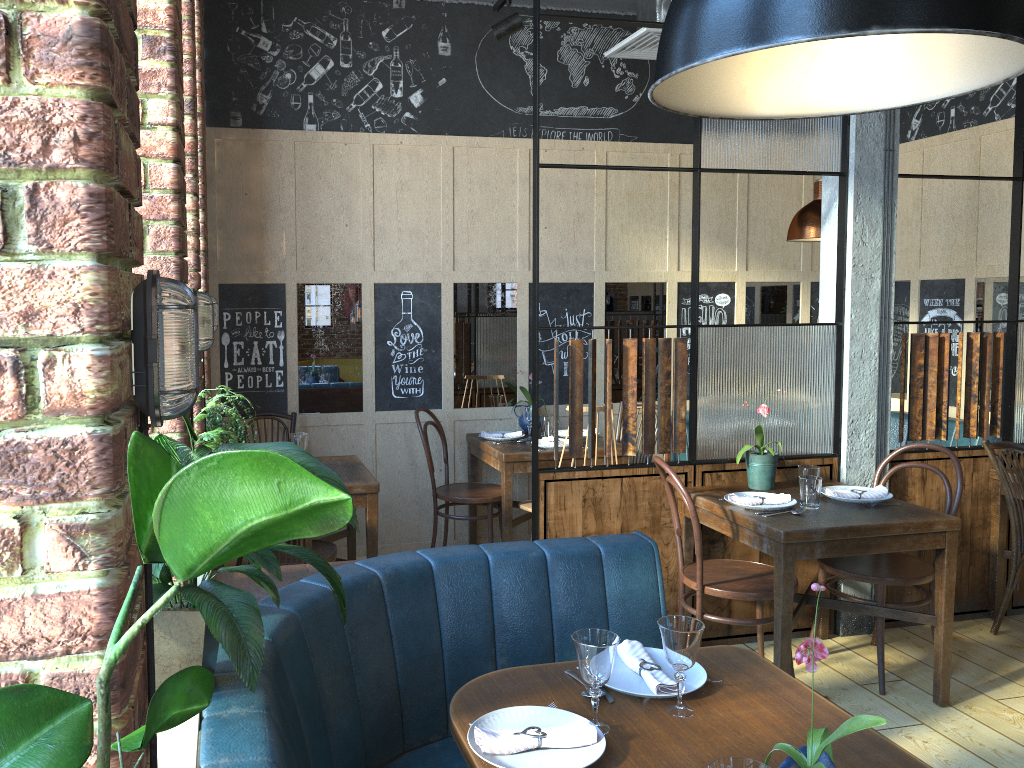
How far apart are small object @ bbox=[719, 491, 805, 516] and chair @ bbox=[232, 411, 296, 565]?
2.5 meters

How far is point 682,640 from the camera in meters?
1.9

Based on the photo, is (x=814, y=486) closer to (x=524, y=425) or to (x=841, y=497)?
(x=841, y=497)

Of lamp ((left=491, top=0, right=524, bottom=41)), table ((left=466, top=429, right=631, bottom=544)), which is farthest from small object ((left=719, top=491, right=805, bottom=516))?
lamp ((left=491, top=0, right=524, bottom=41))

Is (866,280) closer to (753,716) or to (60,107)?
(753,716)

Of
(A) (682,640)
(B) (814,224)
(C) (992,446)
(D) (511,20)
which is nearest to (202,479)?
(A) (682,640)

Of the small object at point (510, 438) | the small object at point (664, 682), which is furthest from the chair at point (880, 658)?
the small object at point (510, 438)

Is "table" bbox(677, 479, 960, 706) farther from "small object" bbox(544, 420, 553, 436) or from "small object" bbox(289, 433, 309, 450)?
"small object" bbox(289, 433, 309, 450)

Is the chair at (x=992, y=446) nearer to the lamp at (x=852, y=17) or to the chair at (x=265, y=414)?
the lamp at (x=852, y=17)

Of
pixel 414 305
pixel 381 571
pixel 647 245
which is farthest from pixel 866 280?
pixel 381 571
